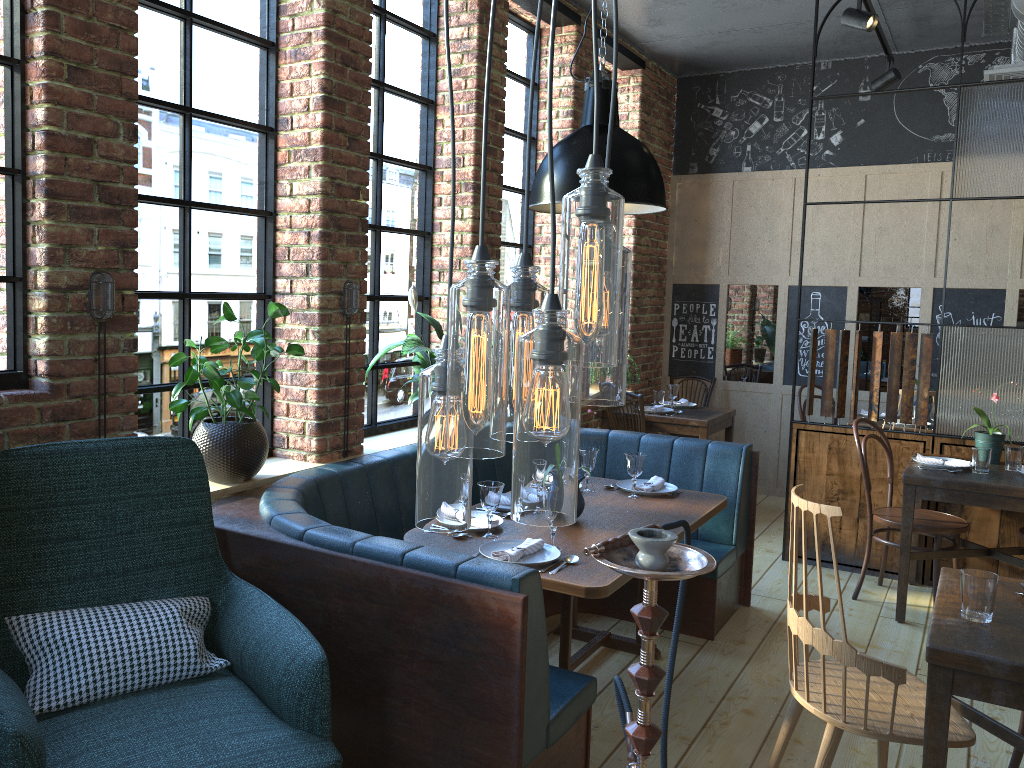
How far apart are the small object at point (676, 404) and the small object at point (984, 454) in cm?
242

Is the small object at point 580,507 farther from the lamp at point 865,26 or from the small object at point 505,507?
the lamp at point 865,26

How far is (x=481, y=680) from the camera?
2.3 meters

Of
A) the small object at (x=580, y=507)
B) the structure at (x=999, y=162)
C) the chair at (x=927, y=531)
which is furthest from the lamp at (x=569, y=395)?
the structure at (x=999, y=162)

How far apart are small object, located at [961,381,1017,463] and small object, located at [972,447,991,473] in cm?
32

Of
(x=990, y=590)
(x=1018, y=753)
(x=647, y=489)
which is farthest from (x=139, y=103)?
(x=1018, y=753)

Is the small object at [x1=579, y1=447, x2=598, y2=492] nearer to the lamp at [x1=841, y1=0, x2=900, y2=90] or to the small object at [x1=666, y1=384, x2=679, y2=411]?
the small object at [x1=666, y1=384, x2=679, y2=411]

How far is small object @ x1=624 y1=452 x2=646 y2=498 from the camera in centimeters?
386cm

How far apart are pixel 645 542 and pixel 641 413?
4.68m

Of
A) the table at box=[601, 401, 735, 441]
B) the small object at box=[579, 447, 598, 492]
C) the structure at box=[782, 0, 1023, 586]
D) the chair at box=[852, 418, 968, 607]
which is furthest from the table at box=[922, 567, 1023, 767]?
the table at box=[601, 401, 735, 441]
